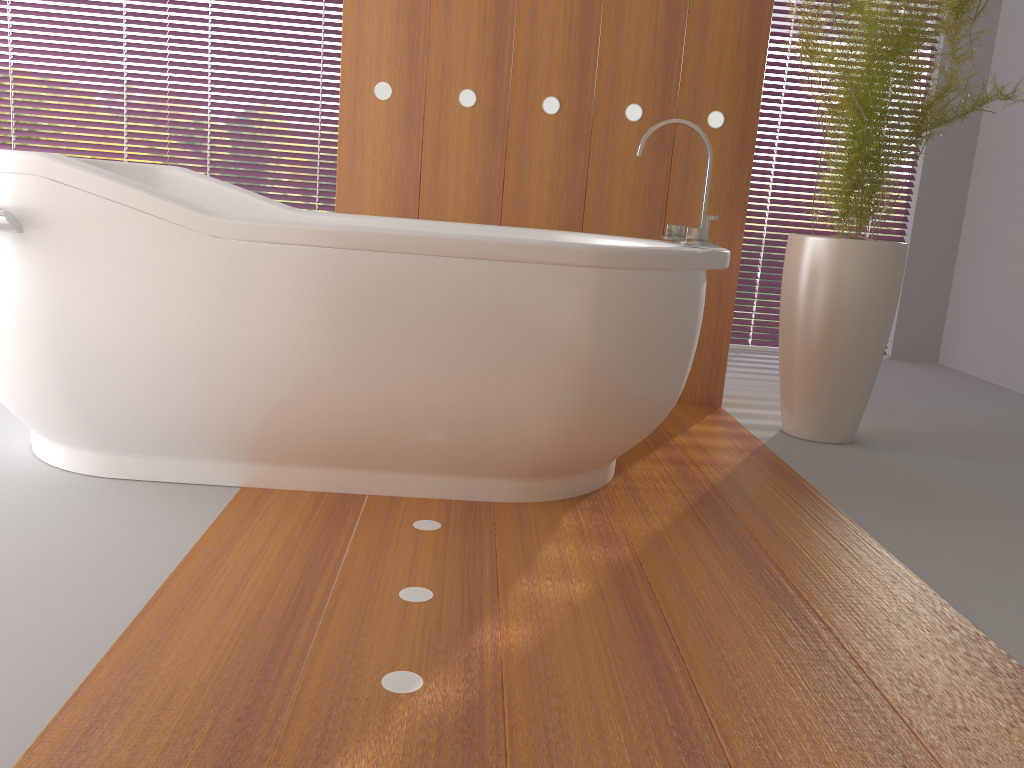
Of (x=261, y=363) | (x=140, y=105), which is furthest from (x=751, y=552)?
(x=140, y=105)

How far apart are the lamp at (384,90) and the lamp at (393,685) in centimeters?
165cm

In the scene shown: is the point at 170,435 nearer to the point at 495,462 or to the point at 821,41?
the point at 495,462

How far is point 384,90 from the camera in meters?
2.9

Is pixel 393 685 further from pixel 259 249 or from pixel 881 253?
pixel 881 253

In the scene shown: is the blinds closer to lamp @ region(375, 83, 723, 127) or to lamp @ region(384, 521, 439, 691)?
lamp @ region(375, 83, 723, 127)

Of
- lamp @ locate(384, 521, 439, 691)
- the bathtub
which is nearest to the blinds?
the bathtub

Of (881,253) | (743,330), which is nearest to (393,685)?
(881,253)

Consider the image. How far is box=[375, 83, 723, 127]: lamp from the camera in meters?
2.9 m

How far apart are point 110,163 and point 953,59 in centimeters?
399cm
